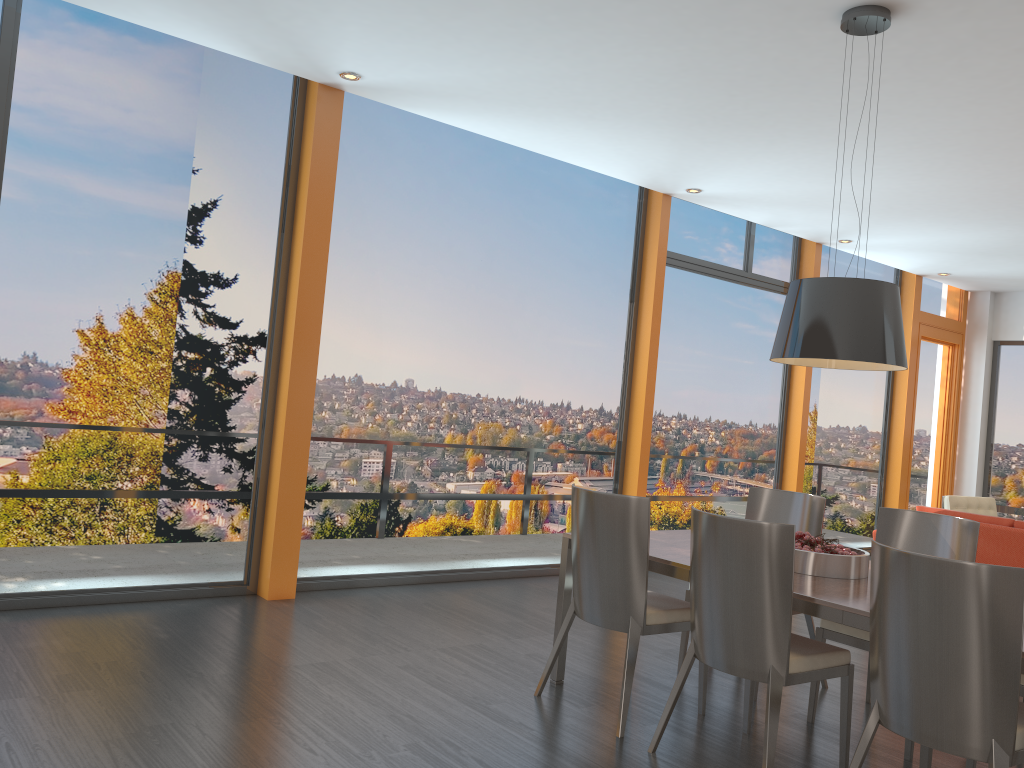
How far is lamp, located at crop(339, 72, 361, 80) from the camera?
5.2m

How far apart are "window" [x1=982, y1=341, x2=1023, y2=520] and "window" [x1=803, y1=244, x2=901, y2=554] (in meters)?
1.60

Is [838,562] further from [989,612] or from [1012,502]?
[1012,502]

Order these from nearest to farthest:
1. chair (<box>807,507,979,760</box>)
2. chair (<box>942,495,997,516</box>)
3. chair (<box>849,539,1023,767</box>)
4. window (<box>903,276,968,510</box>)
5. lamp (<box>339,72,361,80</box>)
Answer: chair (<box>849,539,1023,767</box>), chair (<box>807,507,979,760</box>), lamp (<box>339,72,361,80</box>), chair (<box>942,495,997,516</box>), window (<box>903,276,968,510</box>)

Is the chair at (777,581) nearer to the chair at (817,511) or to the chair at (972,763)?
the chair at (972,763)

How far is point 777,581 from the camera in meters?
3.2 m

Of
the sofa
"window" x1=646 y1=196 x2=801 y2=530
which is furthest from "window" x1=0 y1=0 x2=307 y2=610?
the sofa

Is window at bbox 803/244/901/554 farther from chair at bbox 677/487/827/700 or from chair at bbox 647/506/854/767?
chair at bbox 647/506/854/767

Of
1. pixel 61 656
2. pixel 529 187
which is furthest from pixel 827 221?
pixel 61 656

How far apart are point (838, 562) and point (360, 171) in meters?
3.8
